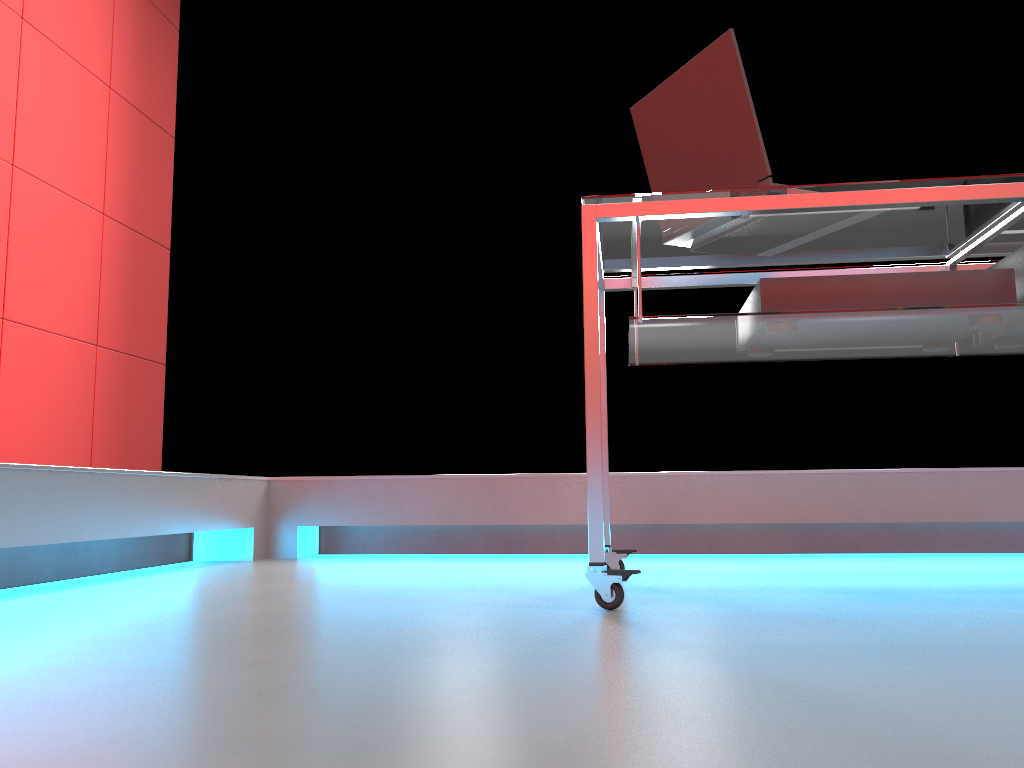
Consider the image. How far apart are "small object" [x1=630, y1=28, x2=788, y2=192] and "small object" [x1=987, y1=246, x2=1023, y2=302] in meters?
0.5 m

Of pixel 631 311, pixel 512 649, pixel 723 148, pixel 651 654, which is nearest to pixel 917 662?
pixel 651 654

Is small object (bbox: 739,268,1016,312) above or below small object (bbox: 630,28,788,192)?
below

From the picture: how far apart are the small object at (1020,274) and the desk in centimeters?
5cm

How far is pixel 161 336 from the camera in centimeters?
372cm

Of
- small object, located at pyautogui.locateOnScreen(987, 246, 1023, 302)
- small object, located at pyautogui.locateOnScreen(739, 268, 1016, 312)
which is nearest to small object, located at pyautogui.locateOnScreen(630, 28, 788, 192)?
small object, located at pyautogui.locateOnScreen(739, 268, 1016, 312)

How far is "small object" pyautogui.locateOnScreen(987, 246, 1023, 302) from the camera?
1.67m

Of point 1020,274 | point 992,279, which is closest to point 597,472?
point 992,279

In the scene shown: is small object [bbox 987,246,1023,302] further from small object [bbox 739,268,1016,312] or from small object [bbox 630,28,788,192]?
small object [bbox 630,28,788,192]

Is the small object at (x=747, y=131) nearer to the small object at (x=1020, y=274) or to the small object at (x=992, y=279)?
the small object at (x=992, y=279)
